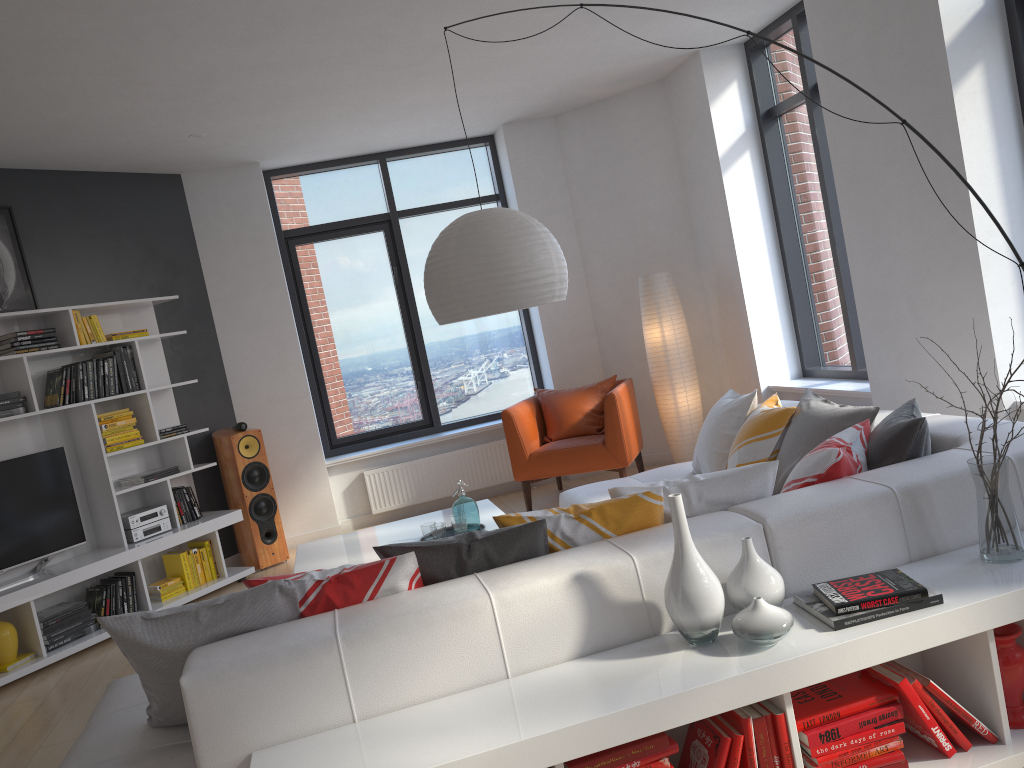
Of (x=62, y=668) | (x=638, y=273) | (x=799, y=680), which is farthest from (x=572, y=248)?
(x=799, y=680)

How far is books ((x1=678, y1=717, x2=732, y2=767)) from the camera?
2.2 meters

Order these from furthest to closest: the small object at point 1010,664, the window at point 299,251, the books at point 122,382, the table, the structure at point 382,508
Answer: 1. the window at point 299,251
2. the structure at point 382,508
3. the books at point 122,382
4. the table
5. the small object at point 1010,664

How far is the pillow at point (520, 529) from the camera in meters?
2.6 m

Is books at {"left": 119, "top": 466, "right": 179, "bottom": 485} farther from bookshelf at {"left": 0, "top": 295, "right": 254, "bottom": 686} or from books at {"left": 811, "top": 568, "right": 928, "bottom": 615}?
books at {"left": 811, "top": 568, "right": 928, "bottom": 615}

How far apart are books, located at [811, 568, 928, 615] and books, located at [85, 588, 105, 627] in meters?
4.6

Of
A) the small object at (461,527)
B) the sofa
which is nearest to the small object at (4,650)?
the sofa

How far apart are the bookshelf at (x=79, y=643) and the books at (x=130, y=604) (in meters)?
0.06

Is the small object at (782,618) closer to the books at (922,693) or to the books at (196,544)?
the books at (922,693)

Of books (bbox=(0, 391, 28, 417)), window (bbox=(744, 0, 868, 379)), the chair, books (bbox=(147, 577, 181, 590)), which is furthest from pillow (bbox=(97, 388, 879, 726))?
books (bbox=(147, 577, 181, 590))
